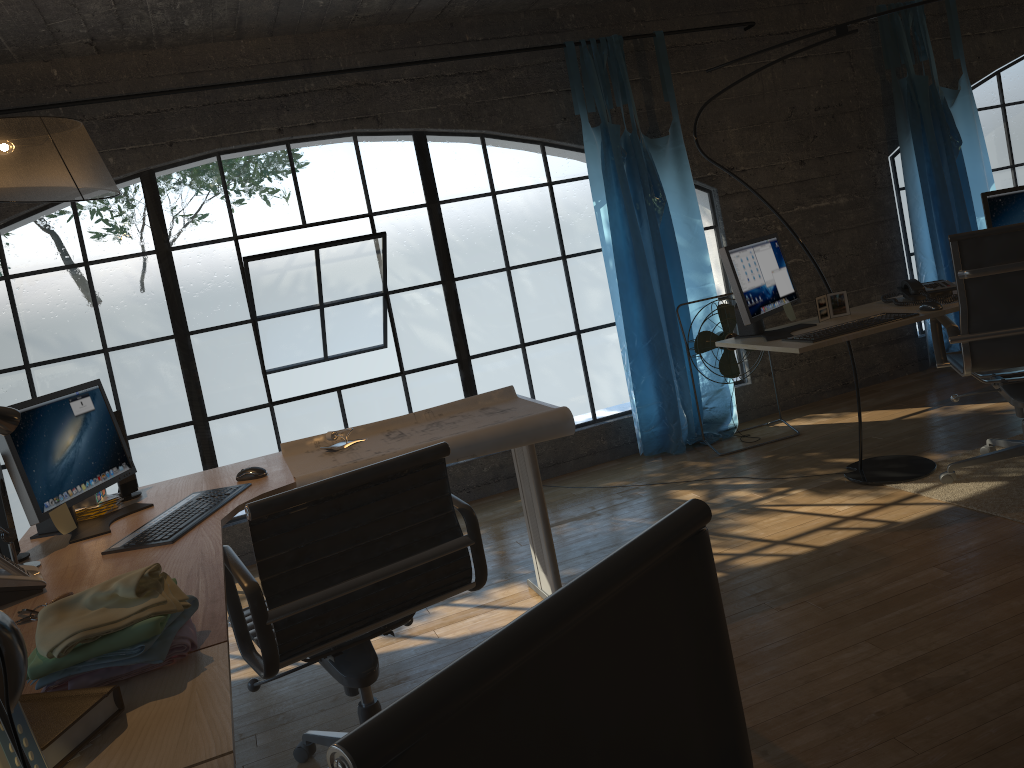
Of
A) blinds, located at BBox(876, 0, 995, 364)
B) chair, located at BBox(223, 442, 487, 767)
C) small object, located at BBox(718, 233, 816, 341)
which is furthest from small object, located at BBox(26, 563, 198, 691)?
blinds, located at BBox(876, 0, 995, 364)

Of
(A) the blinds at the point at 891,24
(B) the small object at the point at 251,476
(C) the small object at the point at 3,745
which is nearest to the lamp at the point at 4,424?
(B) the small object at the point at 251,476

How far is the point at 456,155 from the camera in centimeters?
1765cm

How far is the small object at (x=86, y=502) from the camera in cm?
261

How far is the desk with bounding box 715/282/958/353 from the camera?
3.2 meters

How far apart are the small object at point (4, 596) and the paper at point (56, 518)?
0.28m

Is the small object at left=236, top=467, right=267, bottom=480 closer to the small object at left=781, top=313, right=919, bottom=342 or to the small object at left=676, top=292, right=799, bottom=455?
the small object at left=781, top=313, right=919, bottom=342

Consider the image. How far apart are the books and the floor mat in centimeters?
301cm

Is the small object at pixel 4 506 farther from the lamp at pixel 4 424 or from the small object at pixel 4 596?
the small object at pixel 4 596

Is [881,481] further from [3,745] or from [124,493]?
[3,745]
